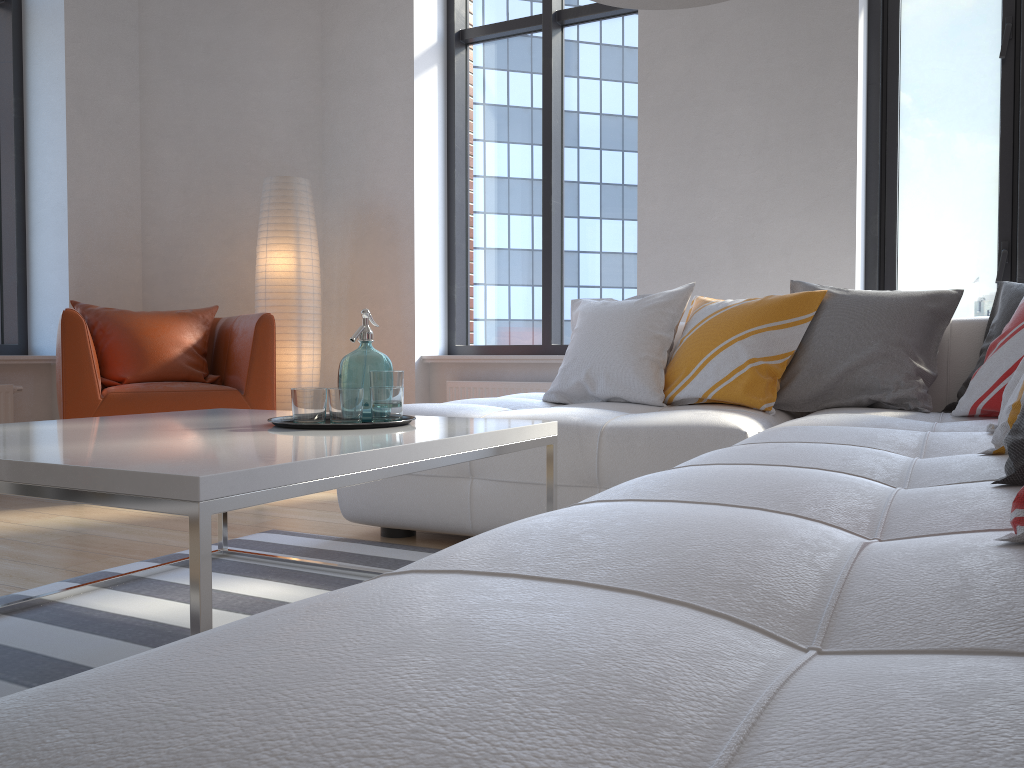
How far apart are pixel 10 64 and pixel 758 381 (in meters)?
4.20

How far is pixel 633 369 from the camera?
3.0 meters

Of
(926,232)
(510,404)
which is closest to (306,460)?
(510,404)

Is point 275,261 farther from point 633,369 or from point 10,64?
point 633,369

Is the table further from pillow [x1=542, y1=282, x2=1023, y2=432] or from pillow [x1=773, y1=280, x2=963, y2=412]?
pillow [x1=773, y1=280, x2=963, y2=412]

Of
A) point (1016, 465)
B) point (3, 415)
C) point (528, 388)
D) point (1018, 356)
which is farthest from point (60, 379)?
point (1016, 465)

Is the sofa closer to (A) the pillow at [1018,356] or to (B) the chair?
(A) the pillow at [1018,356]

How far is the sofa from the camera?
0.4 meters

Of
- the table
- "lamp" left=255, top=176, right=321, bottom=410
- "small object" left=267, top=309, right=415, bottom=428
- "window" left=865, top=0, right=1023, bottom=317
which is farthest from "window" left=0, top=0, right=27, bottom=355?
"window" left=865, top=0, right=1023, bottom=317

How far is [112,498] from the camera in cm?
122
